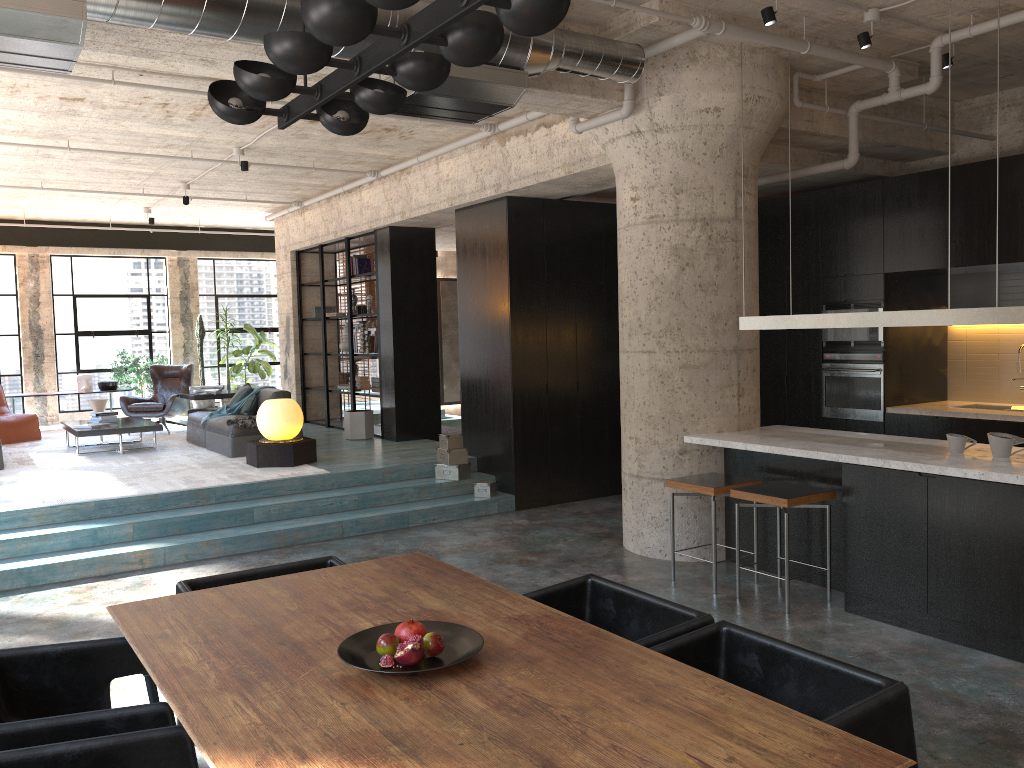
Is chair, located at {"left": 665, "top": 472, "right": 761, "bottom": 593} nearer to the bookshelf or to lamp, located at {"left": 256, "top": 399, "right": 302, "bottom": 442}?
lamp, located at {"left": 256, "top": 399, "right": 302, "bottom": 442}

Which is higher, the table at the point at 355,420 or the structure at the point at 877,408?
the structure at the point at 877,408

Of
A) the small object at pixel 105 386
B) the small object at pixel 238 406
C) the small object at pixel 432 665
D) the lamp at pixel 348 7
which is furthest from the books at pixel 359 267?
the small object at pixel 432 665

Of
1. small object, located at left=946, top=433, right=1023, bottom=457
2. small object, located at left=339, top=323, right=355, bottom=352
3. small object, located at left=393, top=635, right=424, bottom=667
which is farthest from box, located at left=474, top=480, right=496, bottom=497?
small object, located at left=393, top=635, right=424, bottom=667

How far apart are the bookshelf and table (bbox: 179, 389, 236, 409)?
1.3 meters

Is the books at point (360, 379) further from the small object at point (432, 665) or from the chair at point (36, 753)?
the chair at point (36, 753)

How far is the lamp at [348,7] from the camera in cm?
220

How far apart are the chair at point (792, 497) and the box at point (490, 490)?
3.3m

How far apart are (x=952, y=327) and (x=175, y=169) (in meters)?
8.39

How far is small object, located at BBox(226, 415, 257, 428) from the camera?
9.6 meters
